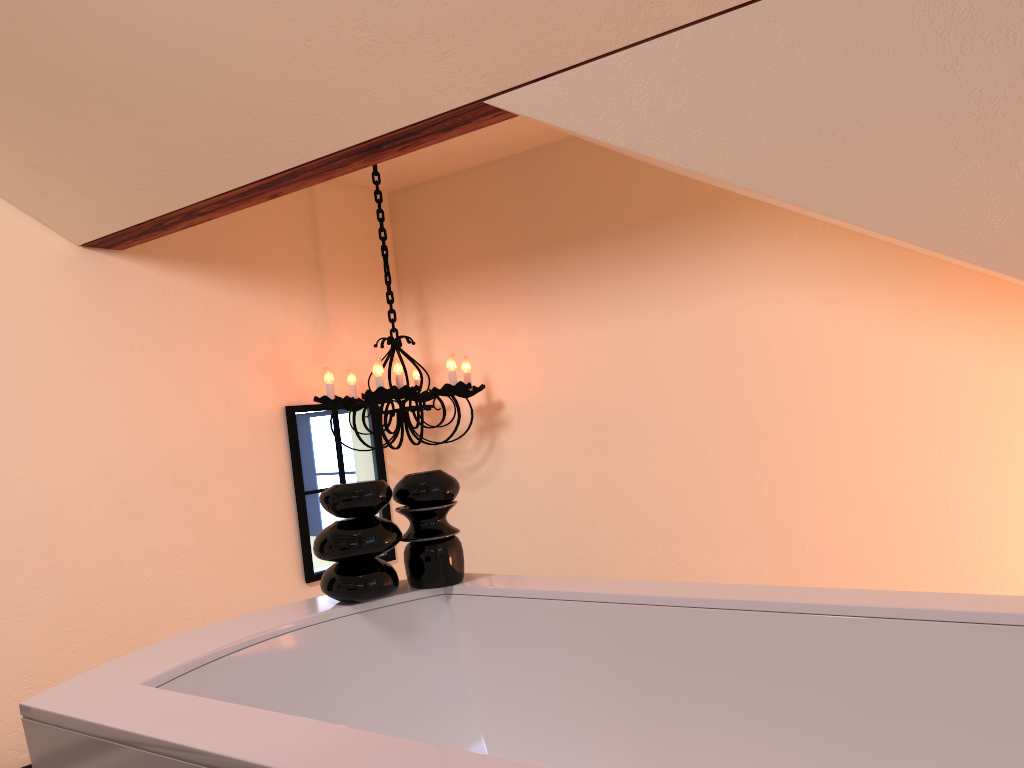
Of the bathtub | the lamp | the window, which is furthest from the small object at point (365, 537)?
the window

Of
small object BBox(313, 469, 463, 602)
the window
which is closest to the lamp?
the window

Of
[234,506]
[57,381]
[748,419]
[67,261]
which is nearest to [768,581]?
[748,419]

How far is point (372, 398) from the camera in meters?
2.8

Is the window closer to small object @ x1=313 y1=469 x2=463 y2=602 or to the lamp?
the lamp

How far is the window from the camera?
3.1 meters

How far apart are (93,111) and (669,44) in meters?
1.3 m

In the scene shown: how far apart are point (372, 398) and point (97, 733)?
1.9m

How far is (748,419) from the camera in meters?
2.8 m

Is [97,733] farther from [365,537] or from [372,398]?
[372,398]
